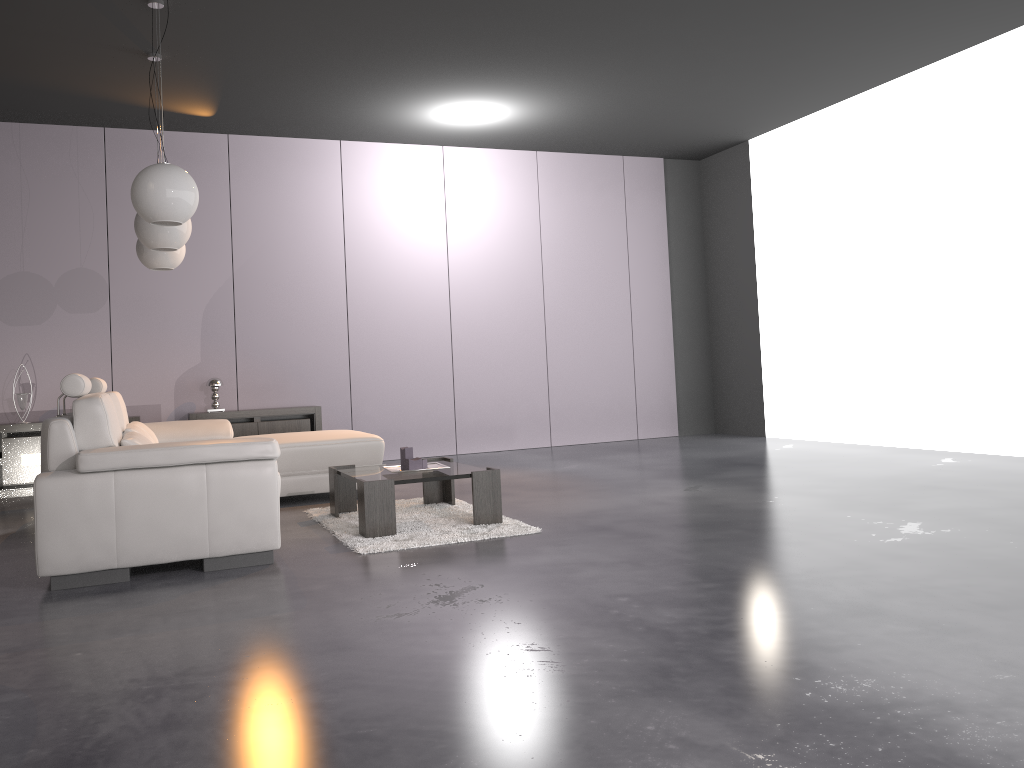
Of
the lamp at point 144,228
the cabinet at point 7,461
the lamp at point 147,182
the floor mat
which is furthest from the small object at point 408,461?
the cabinet at point 7,461

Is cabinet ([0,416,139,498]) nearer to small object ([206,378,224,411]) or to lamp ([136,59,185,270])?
small object ([206,378,224,411])

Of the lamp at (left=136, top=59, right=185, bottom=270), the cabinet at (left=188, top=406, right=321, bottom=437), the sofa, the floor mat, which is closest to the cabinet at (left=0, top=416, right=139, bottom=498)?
the cabinet at (left=188, top=406, right=321, bottom=437)

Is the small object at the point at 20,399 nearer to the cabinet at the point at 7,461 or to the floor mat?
the cabinet at the point at 7,461

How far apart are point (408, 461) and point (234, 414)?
3.31m

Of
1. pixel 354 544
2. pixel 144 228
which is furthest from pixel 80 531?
pixel 144 228

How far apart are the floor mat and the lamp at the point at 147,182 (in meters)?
1.68

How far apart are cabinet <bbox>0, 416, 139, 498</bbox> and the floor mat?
3.0m

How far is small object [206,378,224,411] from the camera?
7.46m

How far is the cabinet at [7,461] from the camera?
6.8m
